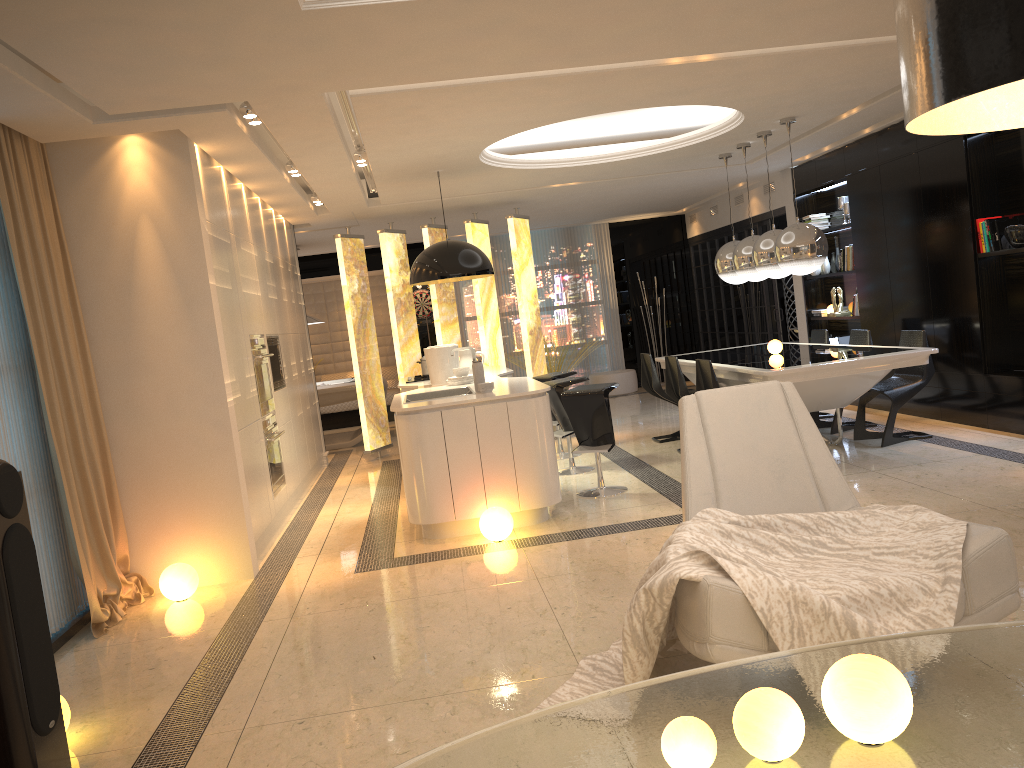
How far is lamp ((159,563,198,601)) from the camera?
5.0 meters

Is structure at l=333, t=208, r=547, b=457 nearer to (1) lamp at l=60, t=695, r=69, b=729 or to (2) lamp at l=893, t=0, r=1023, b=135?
(1) lamp at l=60, t=695, r=69, b=729

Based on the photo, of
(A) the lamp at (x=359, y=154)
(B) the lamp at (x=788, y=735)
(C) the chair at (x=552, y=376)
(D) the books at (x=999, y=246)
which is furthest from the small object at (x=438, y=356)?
(B) the lamp at (x=788, y=735)

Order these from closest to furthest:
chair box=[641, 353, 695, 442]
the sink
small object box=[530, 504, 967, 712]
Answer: small object box=[530, 504, 967, 712], the sink, chair box=[641, 353, 695, 442]

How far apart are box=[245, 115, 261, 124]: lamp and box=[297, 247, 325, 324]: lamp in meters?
6.2

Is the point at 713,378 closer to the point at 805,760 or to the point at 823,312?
the point at 823,312

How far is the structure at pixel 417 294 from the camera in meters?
13.6 m

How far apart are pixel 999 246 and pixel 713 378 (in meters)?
2.42

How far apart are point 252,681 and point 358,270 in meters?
6.6

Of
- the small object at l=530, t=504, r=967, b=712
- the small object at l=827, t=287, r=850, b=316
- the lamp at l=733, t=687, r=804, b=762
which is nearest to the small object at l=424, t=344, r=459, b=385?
the small object at l=530, t=504, r=967, b=712
